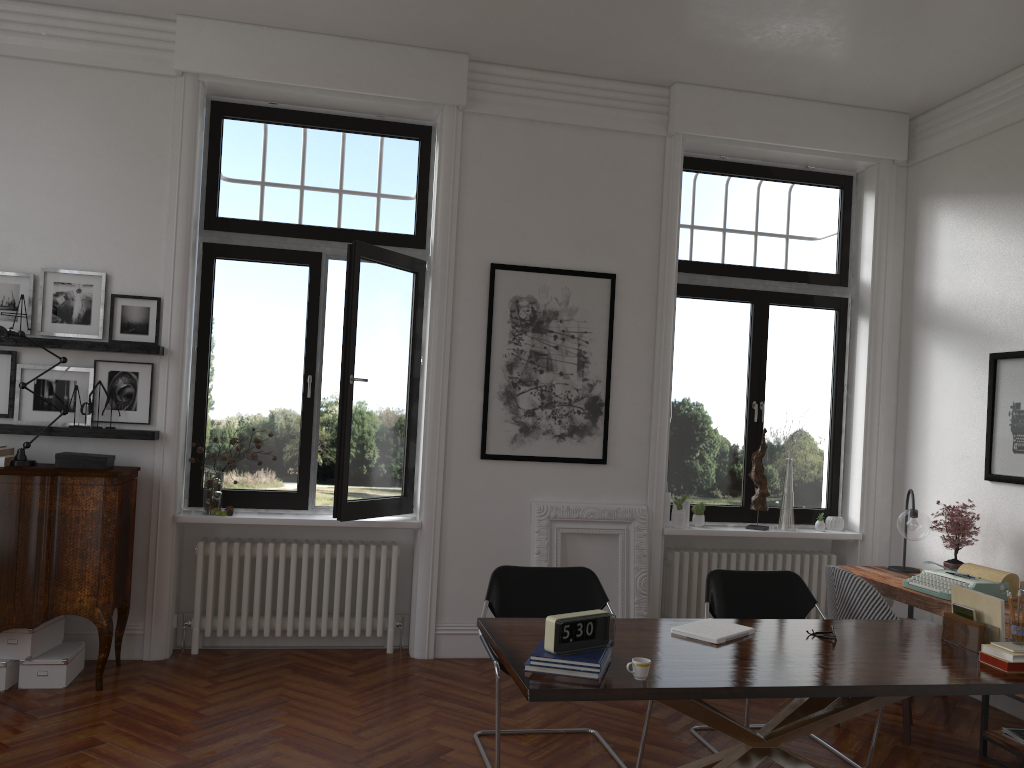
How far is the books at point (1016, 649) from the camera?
3.46m

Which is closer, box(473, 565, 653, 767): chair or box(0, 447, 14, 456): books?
box(473, 565, 653, 767): chair

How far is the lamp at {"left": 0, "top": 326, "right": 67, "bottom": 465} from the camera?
5.01m

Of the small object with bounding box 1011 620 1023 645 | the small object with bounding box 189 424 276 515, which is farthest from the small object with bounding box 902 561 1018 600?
the small object with bounding box 189 424 276 515

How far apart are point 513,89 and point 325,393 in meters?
4.1

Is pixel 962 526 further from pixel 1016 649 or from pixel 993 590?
pixel 1016 649

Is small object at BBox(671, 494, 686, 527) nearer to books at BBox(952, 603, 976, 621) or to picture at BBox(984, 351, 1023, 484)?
picture at BBox(984, 351, 1023, 484)

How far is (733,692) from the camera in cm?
302

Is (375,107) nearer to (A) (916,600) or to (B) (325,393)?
(B) (325,393)

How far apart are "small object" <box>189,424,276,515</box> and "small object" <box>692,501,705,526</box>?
3.1 meters
